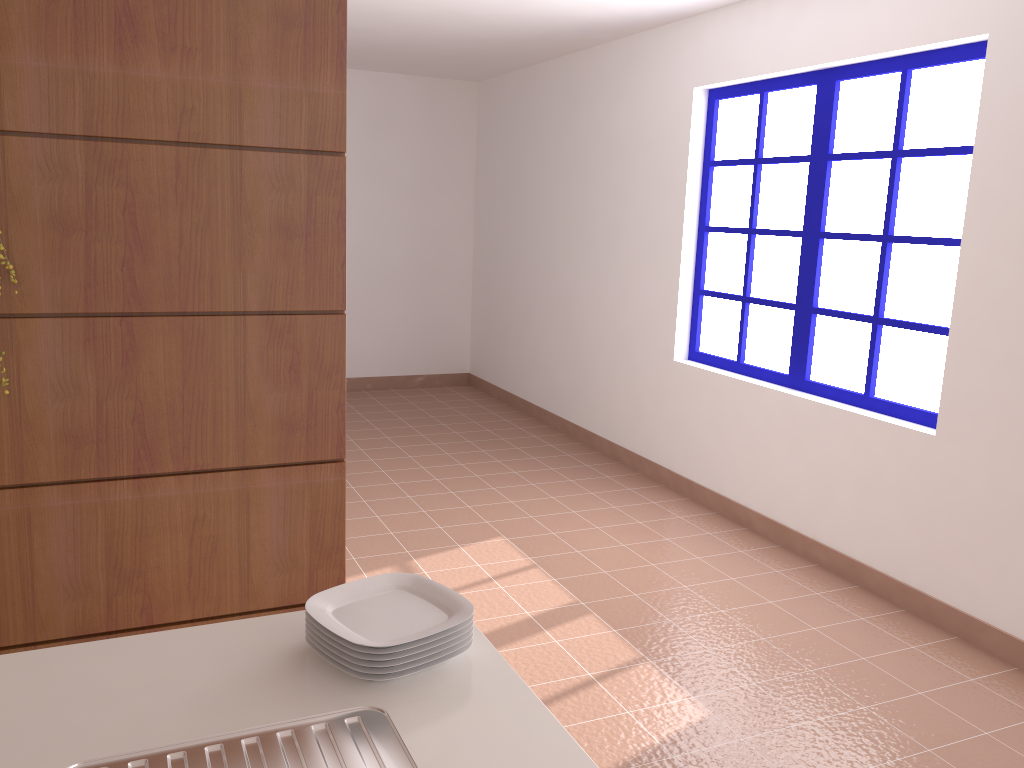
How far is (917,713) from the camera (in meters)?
2.74

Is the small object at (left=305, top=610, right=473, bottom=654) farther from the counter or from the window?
the window

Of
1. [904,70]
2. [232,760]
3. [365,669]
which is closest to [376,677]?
[365,669]

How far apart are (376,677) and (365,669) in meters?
0.0

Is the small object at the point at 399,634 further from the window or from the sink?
the window

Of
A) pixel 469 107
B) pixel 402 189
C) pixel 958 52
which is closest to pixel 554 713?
pixel 958 52

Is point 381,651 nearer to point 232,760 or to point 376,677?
point 376,677

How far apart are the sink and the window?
2.9 meters

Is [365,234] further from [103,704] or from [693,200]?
[103,704]

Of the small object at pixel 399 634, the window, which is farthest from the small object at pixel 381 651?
the window
